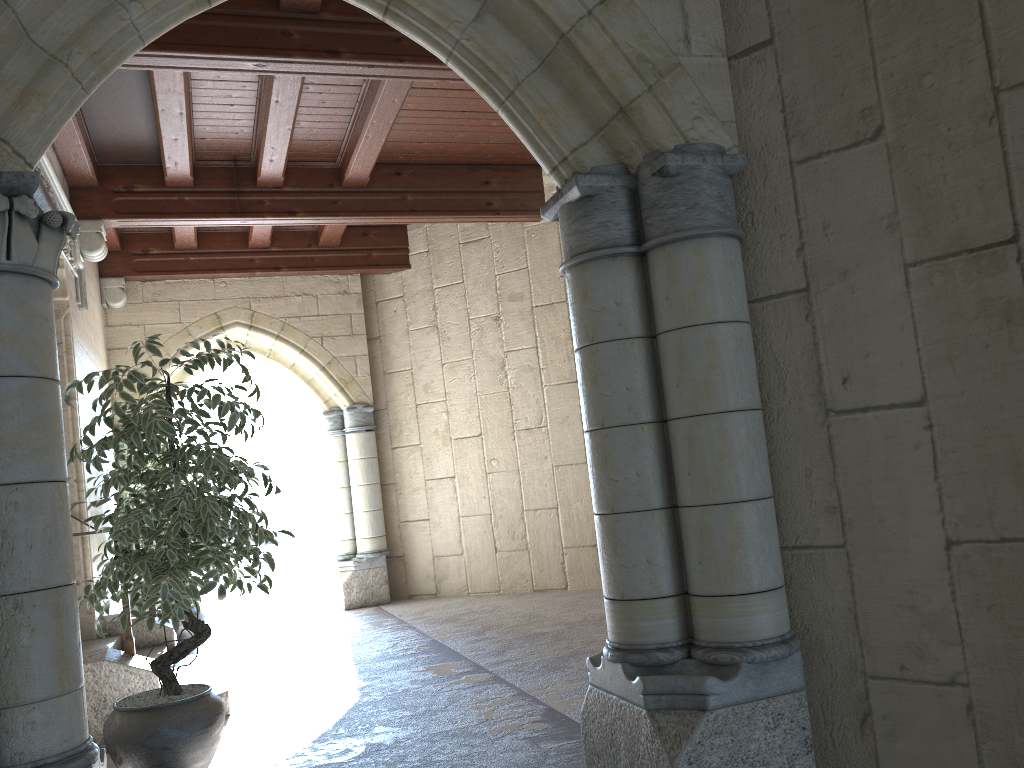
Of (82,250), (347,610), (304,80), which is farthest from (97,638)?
(304,80)

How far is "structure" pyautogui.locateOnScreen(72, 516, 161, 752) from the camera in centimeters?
368cm

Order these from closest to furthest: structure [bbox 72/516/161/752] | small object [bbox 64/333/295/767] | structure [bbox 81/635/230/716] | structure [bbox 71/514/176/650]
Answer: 1. small object [bbox 64/333/295/767]
2. structure [bbox 72/516/161/752]
3. structure [bbox 81/635/230/716]
4. structure [bbox 71/514/176/650]

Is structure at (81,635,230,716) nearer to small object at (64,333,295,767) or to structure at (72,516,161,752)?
structure at (72,516,161,752)

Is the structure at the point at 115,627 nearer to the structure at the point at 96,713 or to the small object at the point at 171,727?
the structure at the point at 96,713

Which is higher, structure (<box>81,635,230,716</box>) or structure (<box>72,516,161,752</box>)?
structure (<box>72,516,161,752</box>)

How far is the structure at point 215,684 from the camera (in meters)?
4.29

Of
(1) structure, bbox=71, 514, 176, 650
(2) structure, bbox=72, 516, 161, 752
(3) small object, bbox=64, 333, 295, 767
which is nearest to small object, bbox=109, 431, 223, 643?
(1) structure, bbox=71, 514, 176, 650

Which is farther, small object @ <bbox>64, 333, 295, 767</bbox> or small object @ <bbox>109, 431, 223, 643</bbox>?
small object @ <bbox>109, 431, 223, 643</bbox>

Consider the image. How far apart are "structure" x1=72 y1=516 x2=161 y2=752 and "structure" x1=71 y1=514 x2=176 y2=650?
1.4m
